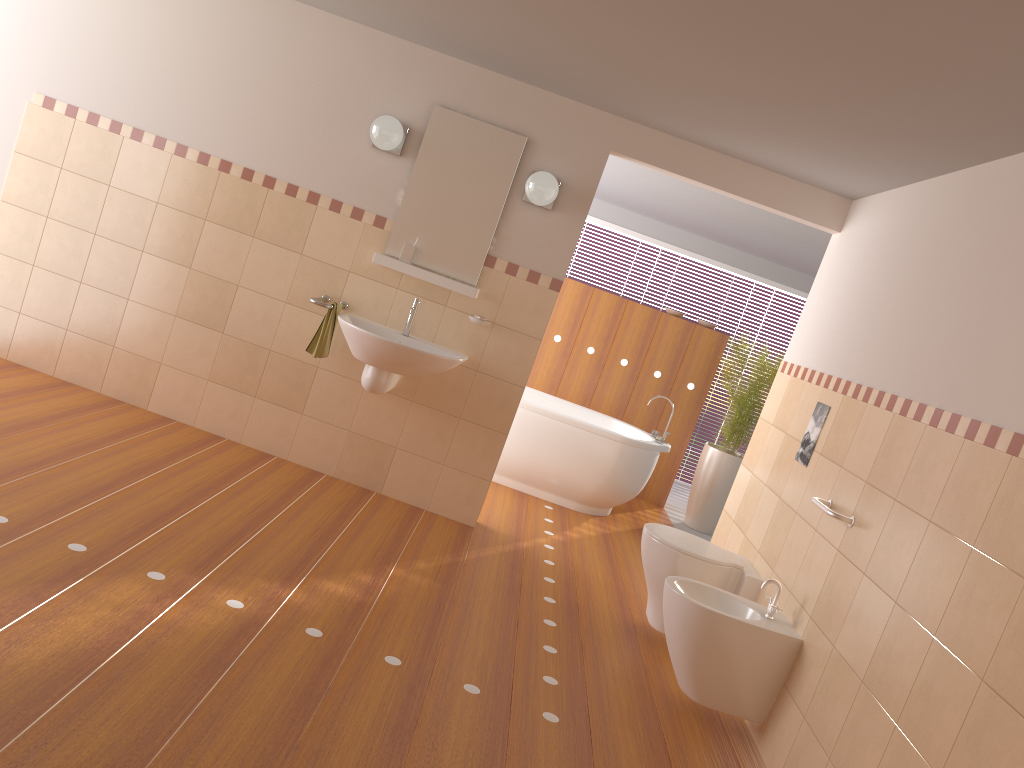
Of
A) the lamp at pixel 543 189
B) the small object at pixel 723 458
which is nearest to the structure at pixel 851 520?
the lamp at pixel 543 189

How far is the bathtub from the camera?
5.80m

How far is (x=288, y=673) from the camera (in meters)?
2.64

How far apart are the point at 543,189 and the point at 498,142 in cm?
39

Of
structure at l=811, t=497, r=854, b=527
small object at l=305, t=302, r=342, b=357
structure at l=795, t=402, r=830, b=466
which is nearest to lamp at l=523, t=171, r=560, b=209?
small object at l=305, t=302, r=342, b=357

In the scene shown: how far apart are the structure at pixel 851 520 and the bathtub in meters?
2.4

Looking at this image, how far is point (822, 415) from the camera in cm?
382

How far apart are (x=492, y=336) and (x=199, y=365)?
1.57m

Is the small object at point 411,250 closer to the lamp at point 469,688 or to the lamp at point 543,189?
the lamp at point 543,189

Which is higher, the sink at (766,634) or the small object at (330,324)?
the small object at (330,324)
